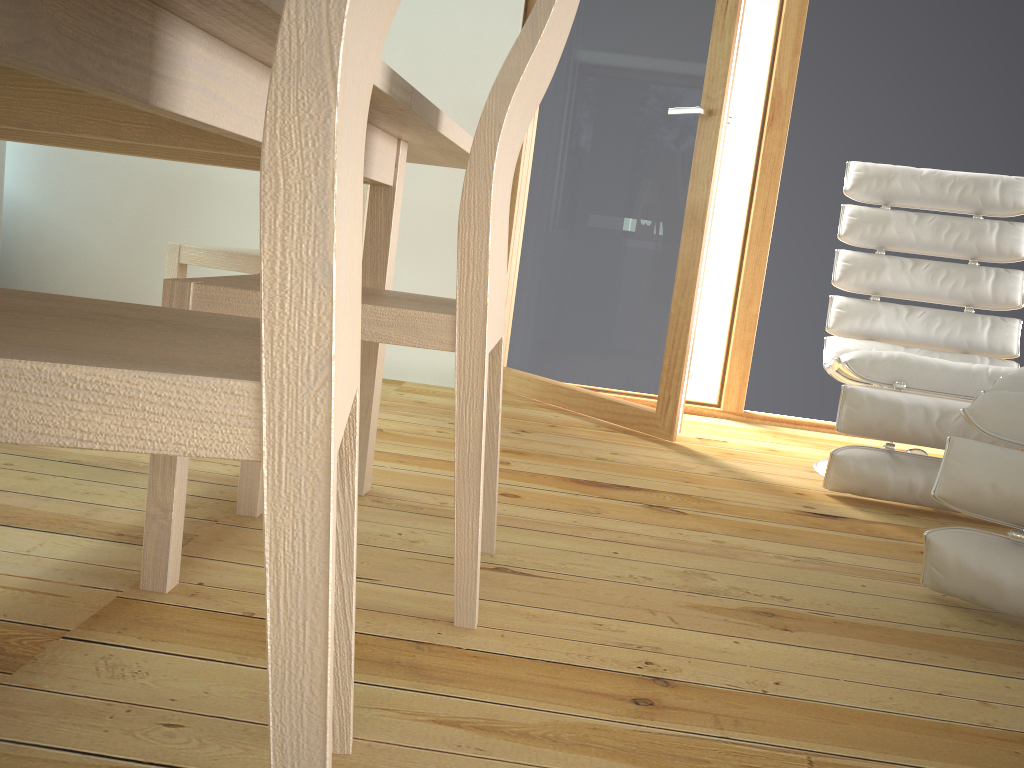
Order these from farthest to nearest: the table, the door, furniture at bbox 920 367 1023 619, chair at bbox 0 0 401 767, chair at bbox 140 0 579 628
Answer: the door
furniture at bbox 920 367 1023 619
chair at bbox 140 0 579 628
the table
chair at bbox 0 0 401 767

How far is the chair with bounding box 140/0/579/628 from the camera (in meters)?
1.16

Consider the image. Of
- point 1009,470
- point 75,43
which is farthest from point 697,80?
point 75,43

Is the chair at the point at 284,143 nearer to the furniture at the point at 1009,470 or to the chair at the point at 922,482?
the furniture at the point at 1009,470

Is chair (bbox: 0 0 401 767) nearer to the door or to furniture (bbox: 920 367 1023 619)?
furniture (bbox: 920 367 1023 619)

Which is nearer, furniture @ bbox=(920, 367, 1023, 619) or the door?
furniture @ bbox=(920, 367, 1023, 619)

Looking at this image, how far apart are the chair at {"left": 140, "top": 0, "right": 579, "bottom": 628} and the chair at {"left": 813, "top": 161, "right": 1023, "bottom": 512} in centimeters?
112cm

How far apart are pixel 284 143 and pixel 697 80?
2.38m

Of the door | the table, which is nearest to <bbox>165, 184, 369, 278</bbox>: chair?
the table

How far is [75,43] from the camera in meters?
0.7 m
